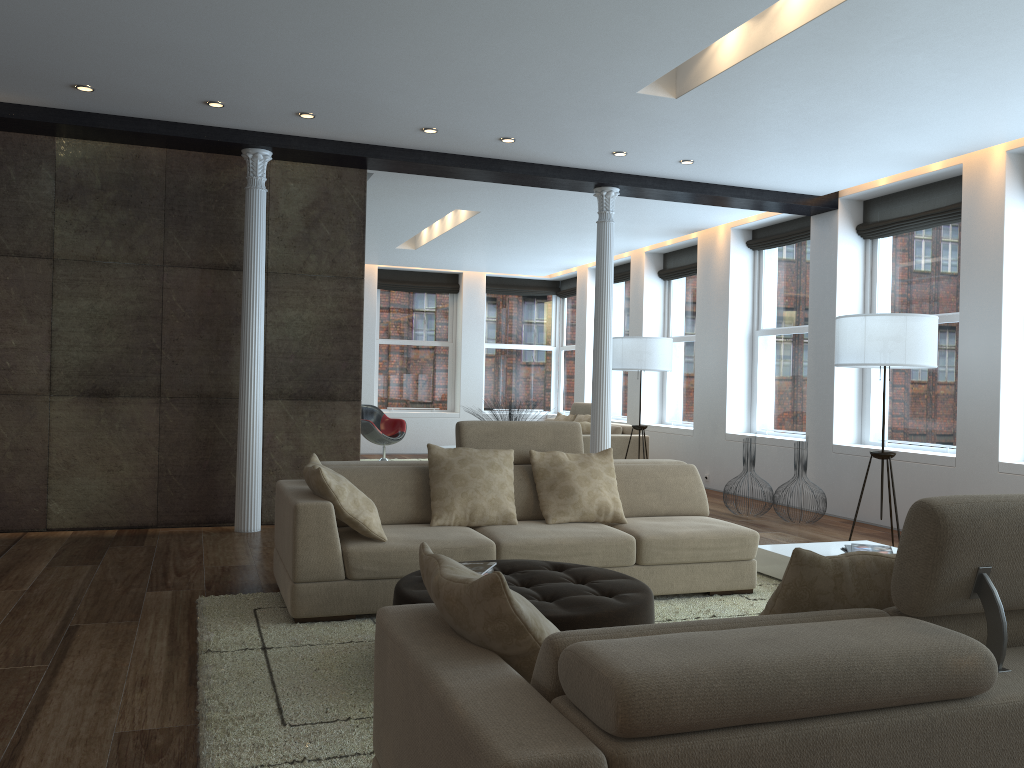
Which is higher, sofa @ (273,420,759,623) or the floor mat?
sofa @ (273,420,759,623)

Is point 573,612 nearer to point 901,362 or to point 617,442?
point 901,362

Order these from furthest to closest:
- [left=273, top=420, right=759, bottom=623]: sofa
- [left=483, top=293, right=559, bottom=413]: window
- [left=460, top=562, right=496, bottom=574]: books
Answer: [left=483, top=293, right=559, bottom=413]: window → [left=273, top=420, right=759, bottom=623]: sofa → [left=460, top=562, right=496, bottom=574]: books

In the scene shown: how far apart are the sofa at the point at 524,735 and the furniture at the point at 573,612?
1.0 meters

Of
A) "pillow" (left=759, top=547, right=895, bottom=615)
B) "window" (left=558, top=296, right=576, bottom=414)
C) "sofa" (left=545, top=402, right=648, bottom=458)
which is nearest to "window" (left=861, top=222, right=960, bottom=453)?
"sofa" (left=545, top=402, right=648, bottom=458)

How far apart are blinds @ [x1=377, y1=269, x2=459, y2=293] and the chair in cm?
249

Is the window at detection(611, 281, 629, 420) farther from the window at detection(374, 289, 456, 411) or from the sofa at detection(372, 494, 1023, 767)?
the sofa at detection(372, 494, 1023, 767)

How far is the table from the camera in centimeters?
531cm

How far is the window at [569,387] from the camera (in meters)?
15.10

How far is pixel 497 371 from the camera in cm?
1518
